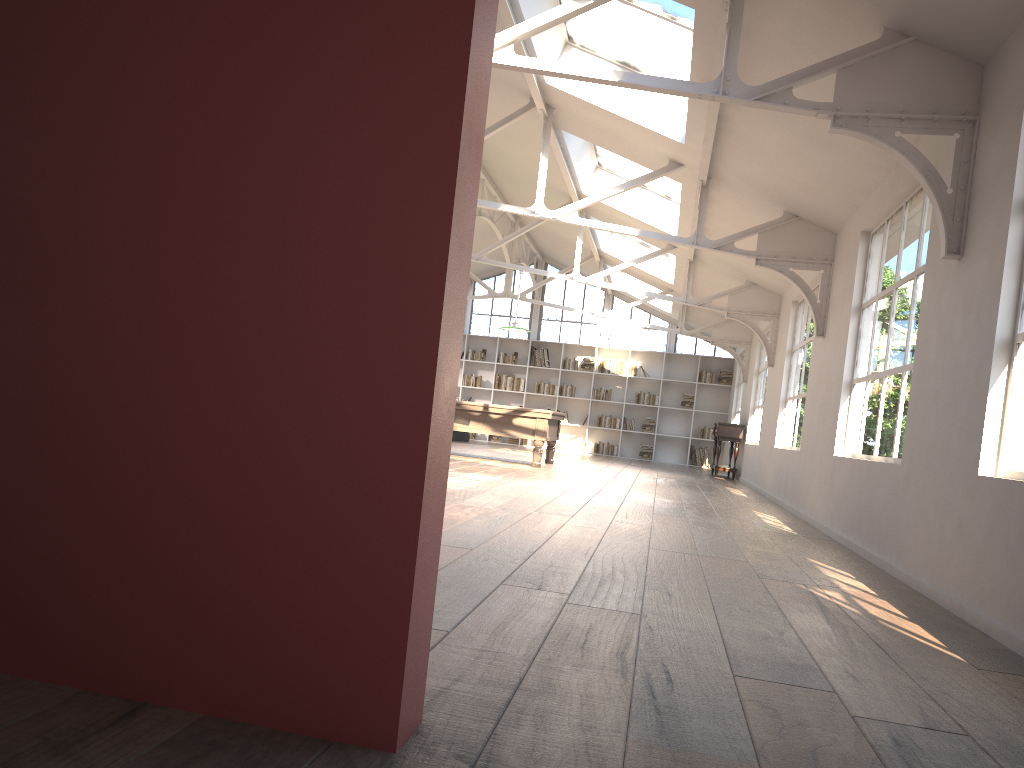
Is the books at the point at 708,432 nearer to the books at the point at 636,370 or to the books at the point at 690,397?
the books at the point at 690,397

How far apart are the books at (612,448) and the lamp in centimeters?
721cm

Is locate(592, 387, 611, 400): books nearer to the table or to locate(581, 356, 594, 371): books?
locate(581, 356, 594, 371): books

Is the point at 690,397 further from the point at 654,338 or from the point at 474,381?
the point at 474,381

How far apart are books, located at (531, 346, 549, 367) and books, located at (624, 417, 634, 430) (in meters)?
2.18

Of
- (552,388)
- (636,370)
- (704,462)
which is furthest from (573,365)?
(704,462)

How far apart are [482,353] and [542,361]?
1.4 meters

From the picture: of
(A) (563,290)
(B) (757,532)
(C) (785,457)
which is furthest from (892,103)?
(A) (563,290)

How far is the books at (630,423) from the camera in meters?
19.0 m

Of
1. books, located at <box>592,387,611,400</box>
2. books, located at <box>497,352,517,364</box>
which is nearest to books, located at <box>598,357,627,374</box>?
books, located at <box>592,387,611,400</box>
